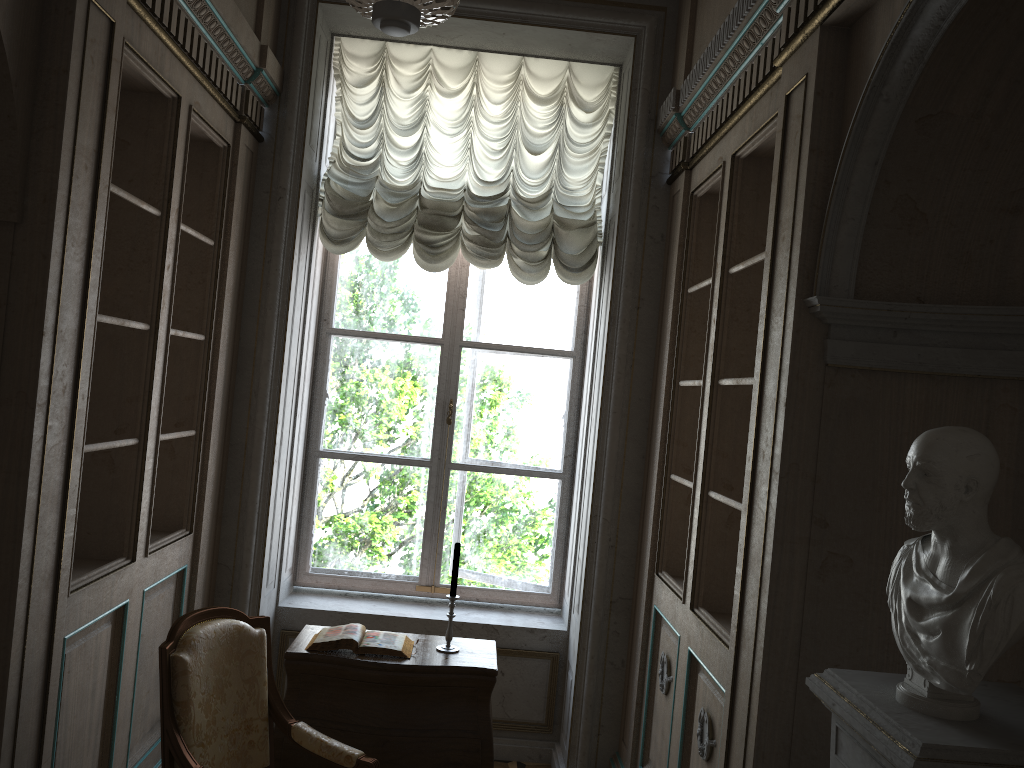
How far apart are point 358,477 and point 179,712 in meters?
2.1 m

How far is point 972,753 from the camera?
1.44m

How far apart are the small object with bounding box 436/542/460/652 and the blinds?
1.5 meters

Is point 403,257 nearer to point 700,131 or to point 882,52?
point 700,131

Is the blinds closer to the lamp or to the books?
the lamp

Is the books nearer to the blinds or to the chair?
the chair

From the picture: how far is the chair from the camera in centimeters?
272cm

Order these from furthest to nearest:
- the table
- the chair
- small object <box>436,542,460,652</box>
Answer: small object <box>436,542,460,652</box>, the table, the chair

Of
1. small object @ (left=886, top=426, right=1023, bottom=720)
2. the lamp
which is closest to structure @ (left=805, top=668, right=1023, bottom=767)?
small object @ (left=886, top=426, right=1023, bottom=720)

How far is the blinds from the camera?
4.4 meters
